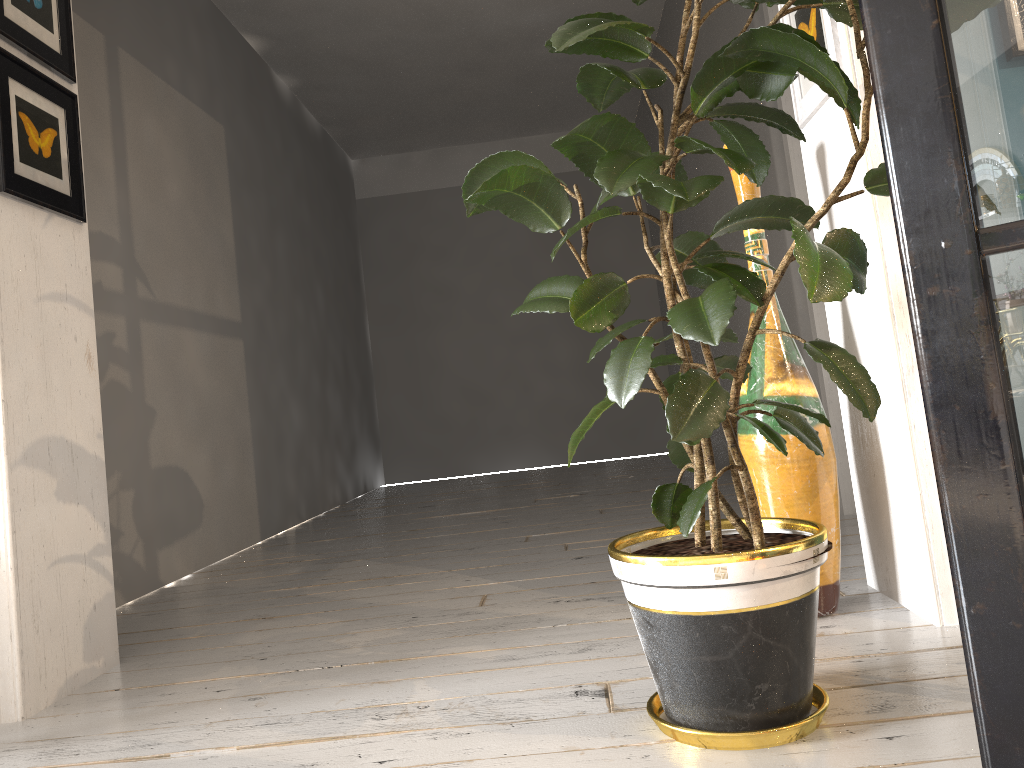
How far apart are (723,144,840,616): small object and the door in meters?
1.4

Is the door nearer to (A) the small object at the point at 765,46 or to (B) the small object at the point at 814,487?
(B) the small object at the point at 814,487

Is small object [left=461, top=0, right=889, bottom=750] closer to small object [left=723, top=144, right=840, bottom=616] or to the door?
small object [left=723, top=144, right=840, bottom=616]

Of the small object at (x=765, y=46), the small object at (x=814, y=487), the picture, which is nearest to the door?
the picture

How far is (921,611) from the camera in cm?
192

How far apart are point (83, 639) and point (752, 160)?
1.9 meters

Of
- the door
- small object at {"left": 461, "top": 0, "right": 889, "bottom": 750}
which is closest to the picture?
small object at {"left": 461, "top": 0, "right": 889, "bottom": 750}

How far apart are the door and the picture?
1.2m

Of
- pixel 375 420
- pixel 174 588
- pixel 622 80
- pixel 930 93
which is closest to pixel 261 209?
pixel 174 588

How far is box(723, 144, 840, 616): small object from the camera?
1.98m
